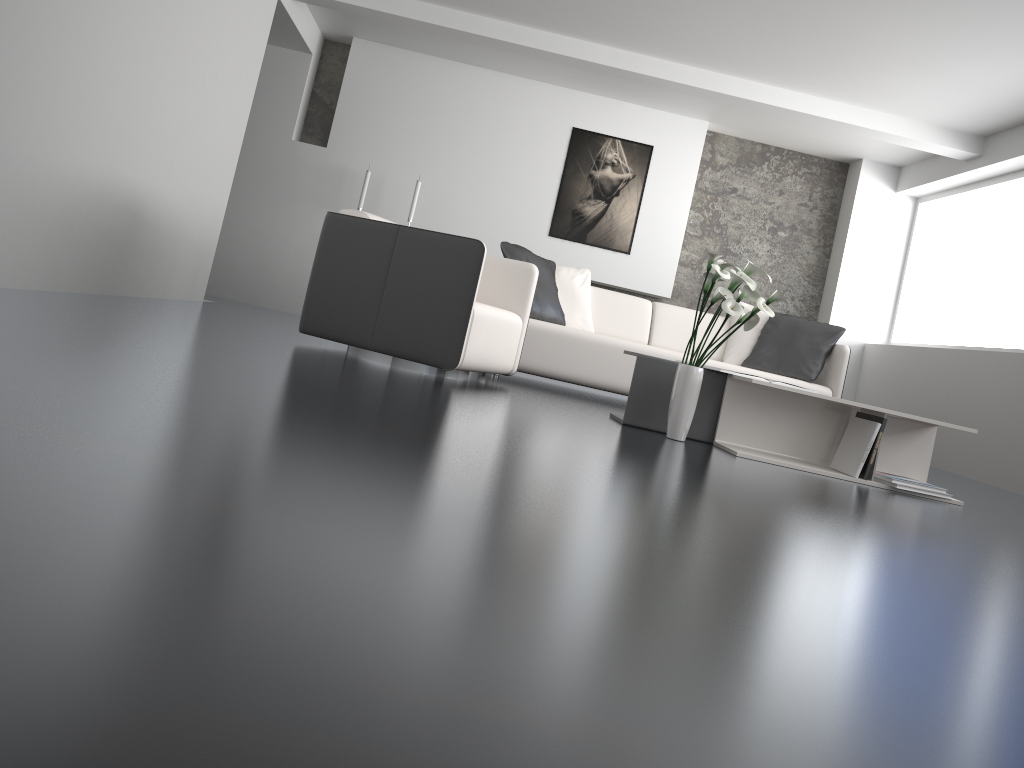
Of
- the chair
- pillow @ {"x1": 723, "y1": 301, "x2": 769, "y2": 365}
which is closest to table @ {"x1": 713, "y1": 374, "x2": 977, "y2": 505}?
the chair

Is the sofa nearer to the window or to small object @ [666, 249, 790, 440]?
small object @ [666, 249, 790, 440]

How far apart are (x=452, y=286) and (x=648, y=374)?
1.0m

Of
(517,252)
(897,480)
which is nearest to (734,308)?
(897,480)

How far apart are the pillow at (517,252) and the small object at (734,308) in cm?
178

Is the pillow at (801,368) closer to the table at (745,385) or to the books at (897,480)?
the table at (745,385)

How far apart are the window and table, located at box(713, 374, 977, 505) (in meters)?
3.47

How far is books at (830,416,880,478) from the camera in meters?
3.6

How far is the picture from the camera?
7.67m

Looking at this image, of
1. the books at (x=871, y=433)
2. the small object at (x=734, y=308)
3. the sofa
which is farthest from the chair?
the books at (x=871, y=433)
